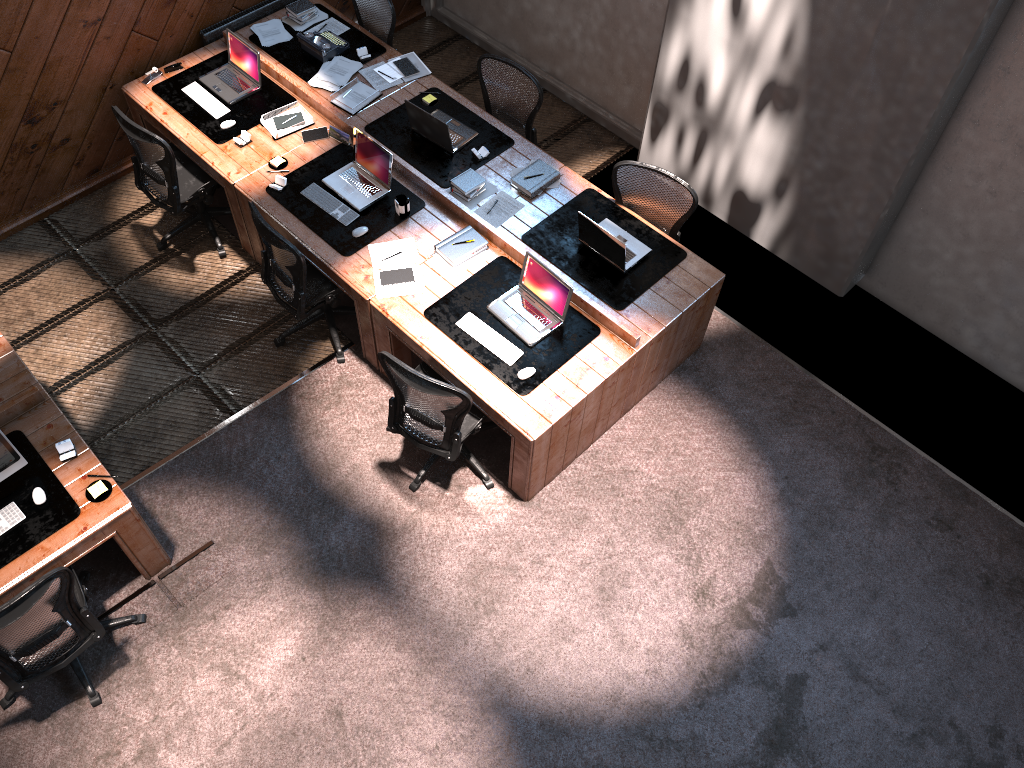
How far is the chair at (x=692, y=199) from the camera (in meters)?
5.55

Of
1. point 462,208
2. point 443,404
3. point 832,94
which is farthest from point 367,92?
point 832,94

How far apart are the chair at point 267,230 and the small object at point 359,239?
0.24m

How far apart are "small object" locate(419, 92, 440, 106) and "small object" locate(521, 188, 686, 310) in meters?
1.4

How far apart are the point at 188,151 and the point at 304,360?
1.68m

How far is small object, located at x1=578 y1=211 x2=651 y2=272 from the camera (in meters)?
5.29

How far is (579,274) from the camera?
5.5 meters

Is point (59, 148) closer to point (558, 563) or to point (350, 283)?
point (350, 283)

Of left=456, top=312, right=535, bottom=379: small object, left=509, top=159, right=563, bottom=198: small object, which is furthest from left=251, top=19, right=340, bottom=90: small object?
left=456, top=312, right=535, bottom=379: small object

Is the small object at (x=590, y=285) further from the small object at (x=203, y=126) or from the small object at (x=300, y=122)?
the small object at (x=203, y=126)
